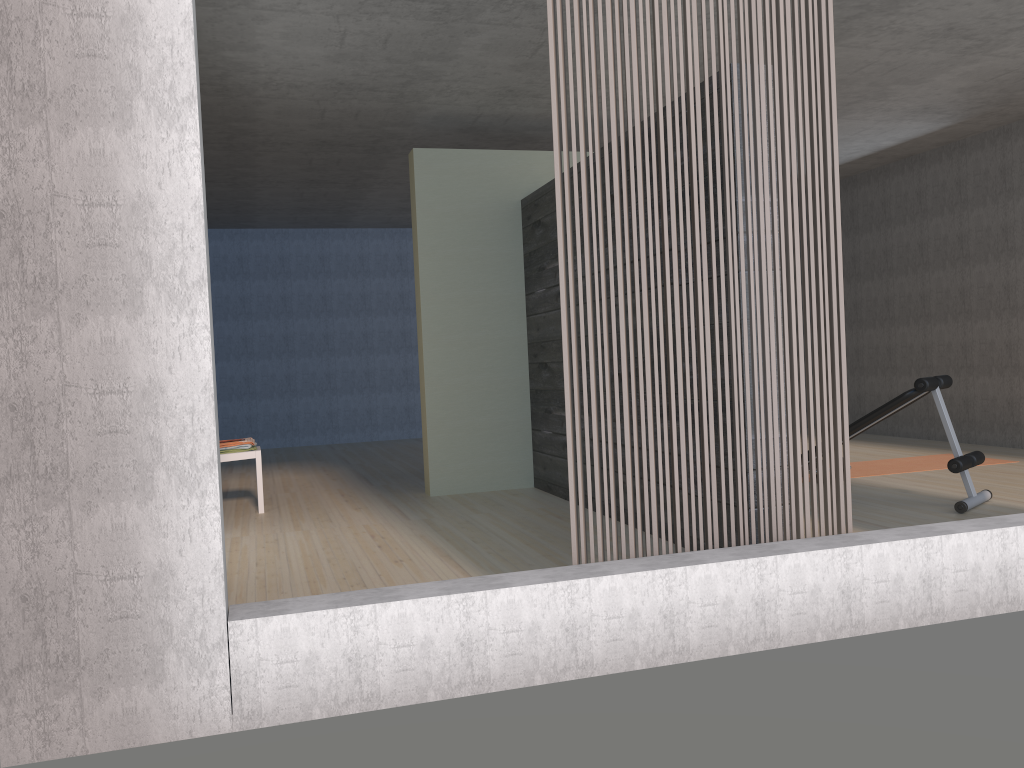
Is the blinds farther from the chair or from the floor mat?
the chair

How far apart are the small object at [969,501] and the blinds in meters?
1.9 m

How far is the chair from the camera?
6.0 meters

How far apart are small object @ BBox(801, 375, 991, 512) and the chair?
3.8 meters

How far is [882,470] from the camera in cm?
665

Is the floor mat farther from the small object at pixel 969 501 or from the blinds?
the blinds

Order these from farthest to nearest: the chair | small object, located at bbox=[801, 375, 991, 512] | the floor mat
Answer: the floor mat < the chair < small object, located at bbox=[801, 375, 991, 512]

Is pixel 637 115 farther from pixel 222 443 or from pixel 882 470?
pixel 882 470

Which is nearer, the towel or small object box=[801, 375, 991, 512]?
small object box=[801, 375, 991, 512]

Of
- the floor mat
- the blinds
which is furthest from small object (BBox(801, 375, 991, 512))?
the blinds
